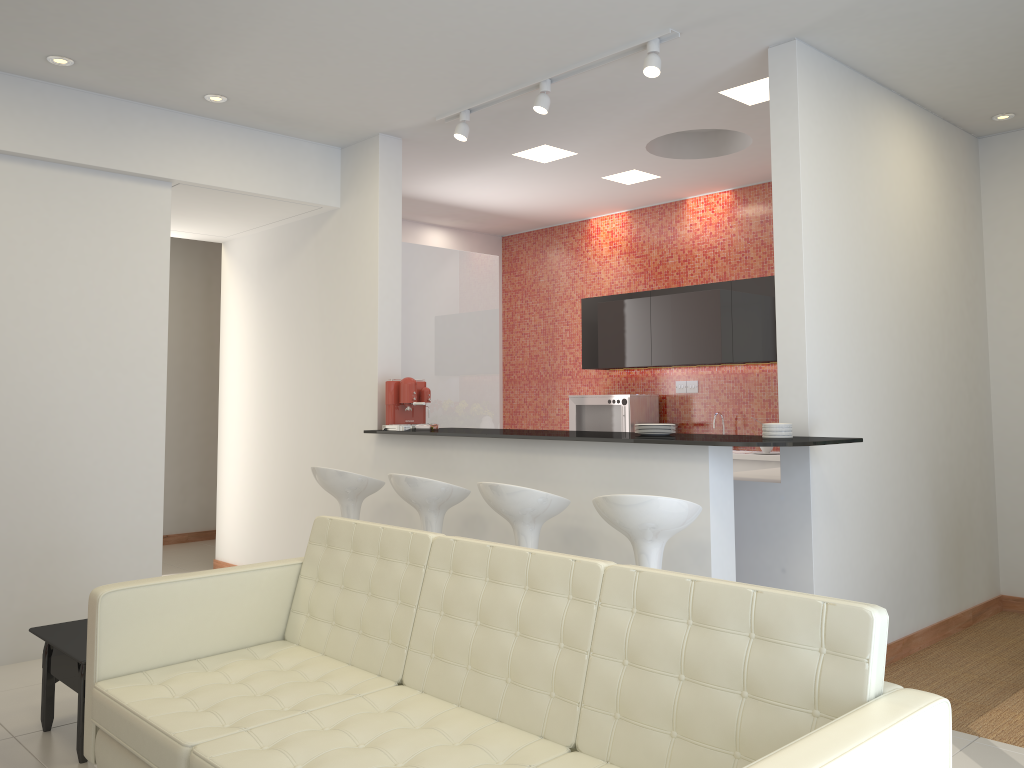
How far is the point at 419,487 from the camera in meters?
4.6 m

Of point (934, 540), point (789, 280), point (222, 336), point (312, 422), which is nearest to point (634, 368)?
point (312, 422)

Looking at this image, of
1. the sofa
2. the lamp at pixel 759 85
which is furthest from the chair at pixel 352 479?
the lamp at pixel 759 85

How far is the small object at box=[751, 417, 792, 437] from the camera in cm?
416

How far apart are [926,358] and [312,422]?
4.10m

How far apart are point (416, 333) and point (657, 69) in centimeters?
267cm

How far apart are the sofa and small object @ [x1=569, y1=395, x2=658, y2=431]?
4.40m

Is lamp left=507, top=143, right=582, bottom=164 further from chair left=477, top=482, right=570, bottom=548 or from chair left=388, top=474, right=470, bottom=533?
chair left=477, top=482, right=570, bottom=548

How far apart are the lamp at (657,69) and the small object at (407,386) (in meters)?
1.52

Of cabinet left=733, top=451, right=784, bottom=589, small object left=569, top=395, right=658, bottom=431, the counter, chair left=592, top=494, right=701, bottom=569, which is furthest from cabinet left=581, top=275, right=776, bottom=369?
chair left=592, top=494, right=701, bottom=569
